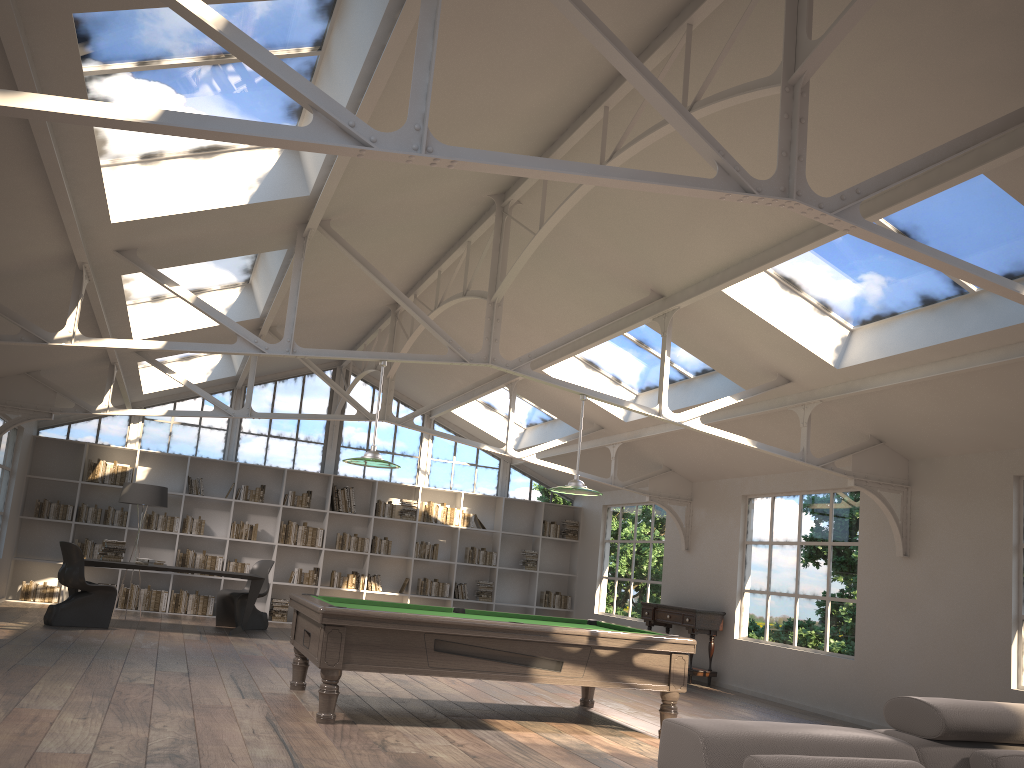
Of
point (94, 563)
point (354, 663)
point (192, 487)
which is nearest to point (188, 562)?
point (192, 487)

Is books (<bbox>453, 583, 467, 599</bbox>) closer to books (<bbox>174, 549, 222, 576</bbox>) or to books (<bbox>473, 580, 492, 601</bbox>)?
books (<bbox>473, 580, 492, 601</bbox>)

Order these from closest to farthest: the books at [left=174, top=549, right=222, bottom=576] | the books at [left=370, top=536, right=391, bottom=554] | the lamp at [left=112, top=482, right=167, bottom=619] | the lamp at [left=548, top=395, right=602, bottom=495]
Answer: the lamp at [left=548, top=395, right=602, bottom=495] → the lamp at [left=112, top=482, right=167, bottom=619] → the books at [left=174, top=549, right=222, bottom=576] → the books at [left=370, top=536, right=391, bottom=554]

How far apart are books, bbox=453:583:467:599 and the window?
1.6m

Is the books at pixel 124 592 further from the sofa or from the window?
the sofa

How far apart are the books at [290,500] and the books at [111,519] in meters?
2.3 m

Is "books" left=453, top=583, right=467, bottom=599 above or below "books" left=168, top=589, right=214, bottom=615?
above

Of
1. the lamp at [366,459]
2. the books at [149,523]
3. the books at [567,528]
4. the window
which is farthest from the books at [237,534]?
the lamp at [366,459]

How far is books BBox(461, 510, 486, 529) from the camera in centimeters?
1430cm

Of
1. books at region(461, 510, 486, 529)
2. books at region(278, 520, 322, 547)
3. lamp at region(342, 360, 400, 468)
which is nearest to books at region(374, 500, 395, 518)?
books at region(278, 520, 322, 547)
